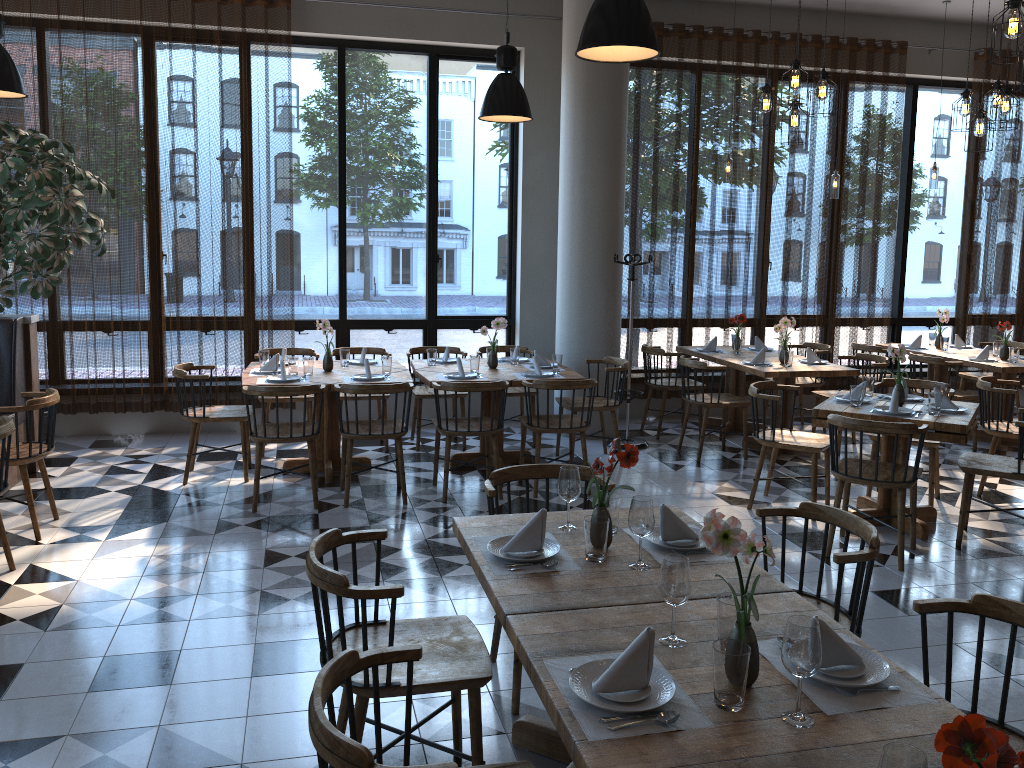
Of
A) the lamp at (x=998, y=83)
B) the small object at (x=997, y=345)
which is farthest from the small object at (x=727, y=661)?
the small object at (x=997, y=345)

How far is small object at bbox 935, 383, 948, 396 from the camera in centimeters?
557cm

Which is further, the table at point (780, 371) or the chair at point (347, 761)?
the table at point (780, 371)

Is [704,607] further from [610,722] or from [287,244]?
[287,244]

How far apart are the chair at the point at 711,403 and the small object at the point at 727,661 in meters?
5.3 m

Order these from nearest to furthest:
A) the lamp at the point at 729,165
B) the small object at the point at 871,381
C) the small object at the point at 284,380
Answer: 1. the small object at the point at 871,381
2. the small object at the point at 284,380
3. the lamp at the point at 729,165

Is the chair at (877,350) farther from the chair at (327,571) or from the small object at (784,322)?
the chair at (327,571)

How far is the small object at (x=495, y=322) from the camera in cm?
676

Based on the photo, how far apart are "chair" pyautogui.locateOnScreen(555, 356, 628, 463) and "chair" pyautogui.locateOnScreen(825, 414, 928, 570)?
2.0 meters

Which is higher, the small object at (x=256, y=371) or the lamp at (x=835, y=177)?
the lamp at (x=835, y=177)
